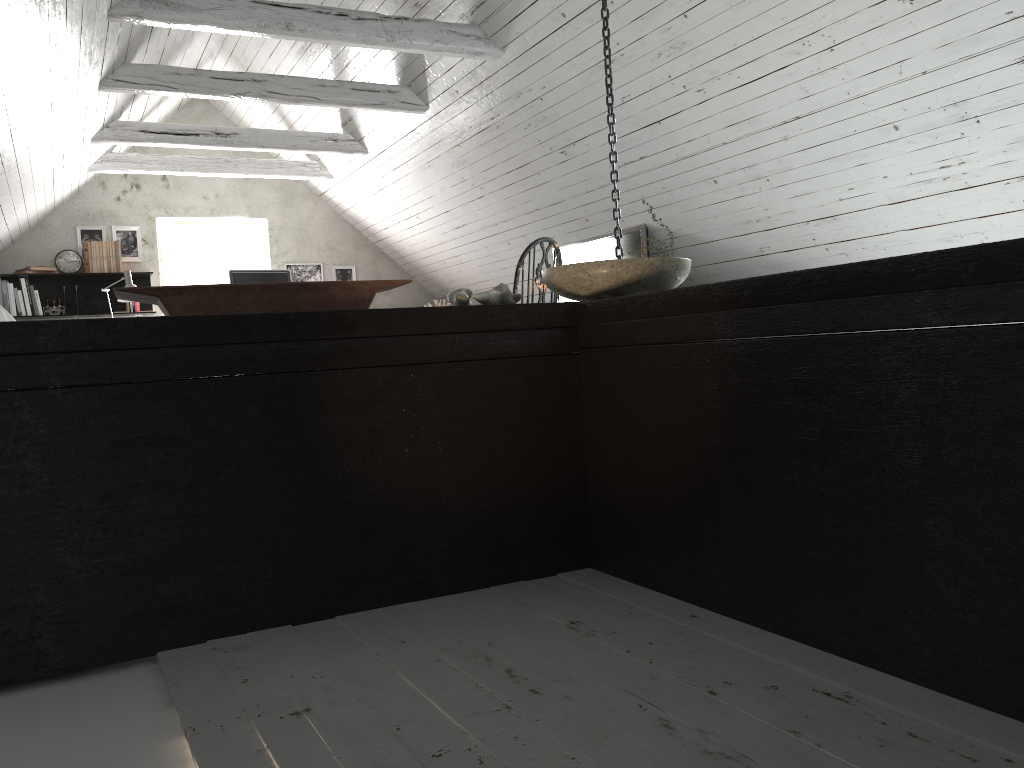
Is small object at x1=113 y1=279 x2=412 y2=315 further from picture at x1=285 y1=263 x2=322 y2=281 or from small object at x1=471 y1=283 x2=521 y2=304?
picture at x1=285 y1=263 x2=322 y2=281

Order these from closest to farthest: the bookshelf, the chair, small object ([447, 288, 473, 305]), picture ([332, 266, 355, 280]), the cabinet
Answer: the cabinet
small object ([447, 288, 473, 305])
the chair
the bookshelf
picture ([332, 266, 355, 280])

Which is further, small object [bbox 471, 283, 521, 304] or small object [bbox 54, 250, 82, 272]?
small object [bbox 54, 250, 82, 272]

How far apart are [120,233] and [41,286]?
0.7 meters

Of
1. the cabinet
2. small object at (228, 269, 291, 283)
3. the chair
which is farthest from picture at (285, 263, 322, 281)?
the cabinet

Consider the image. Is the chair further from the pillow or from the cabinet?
the pillow

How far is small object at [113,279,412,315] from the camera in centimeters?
161cm

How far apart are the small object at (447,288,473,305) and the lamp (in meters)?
5.23

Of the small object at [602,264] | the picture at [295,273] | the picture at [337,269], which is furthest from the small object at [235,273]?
the small object at [602,264]

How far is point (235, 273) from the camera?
6.79m
